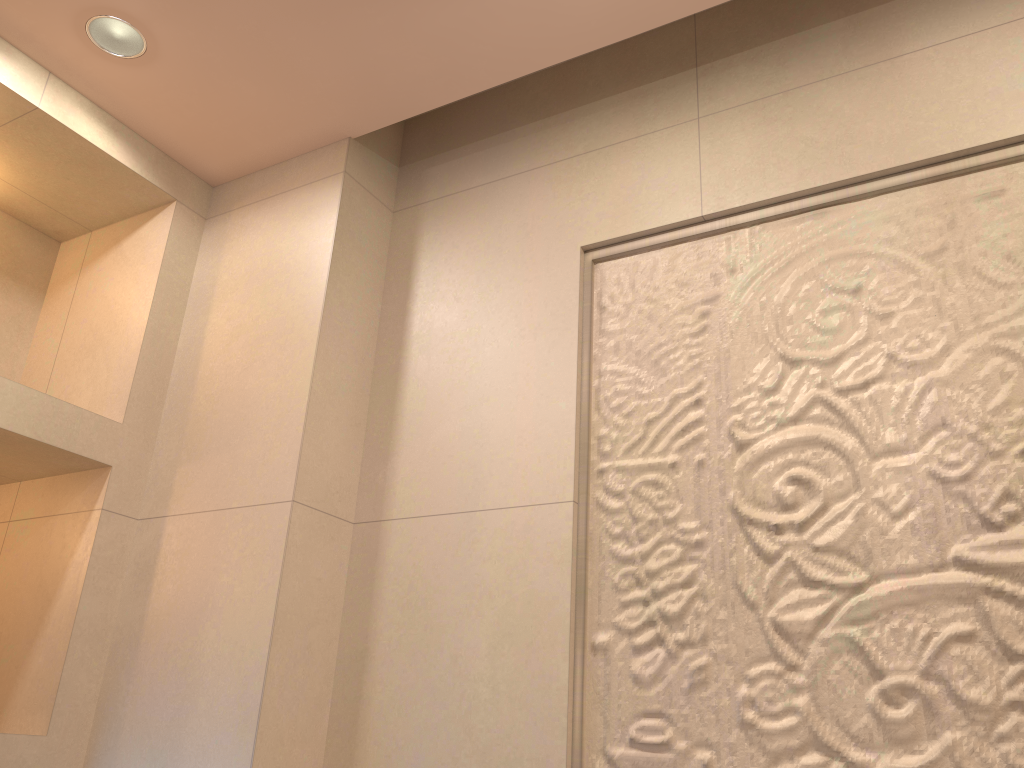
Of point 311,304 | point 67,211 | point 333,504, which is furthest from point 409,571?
point 67,211
